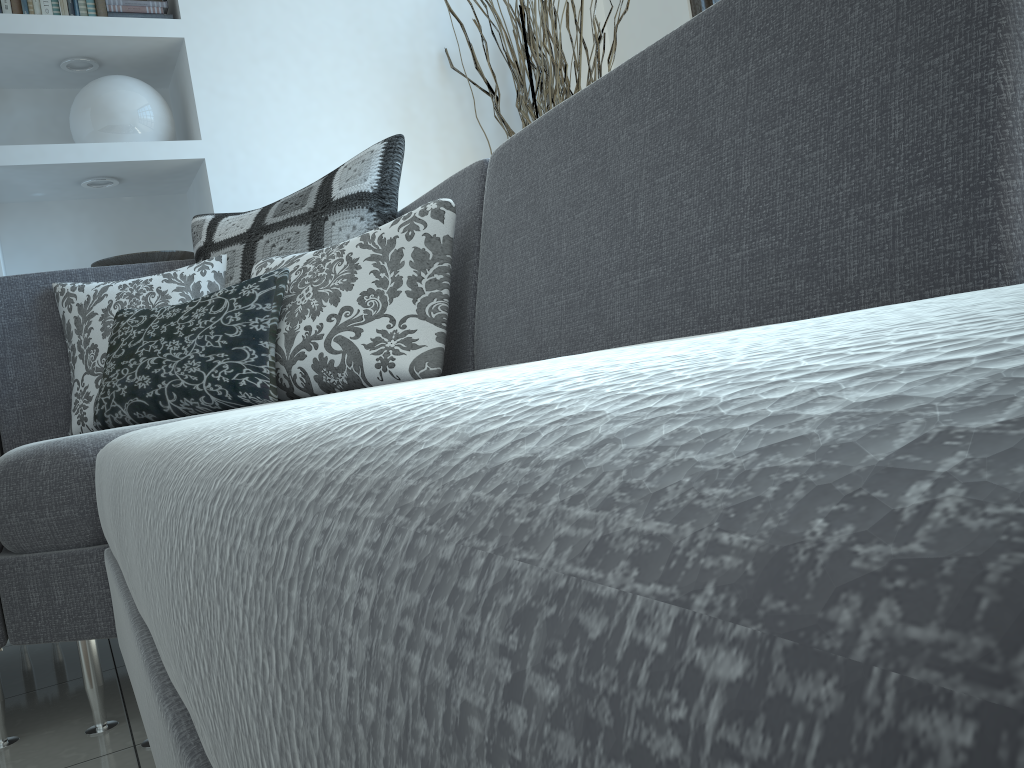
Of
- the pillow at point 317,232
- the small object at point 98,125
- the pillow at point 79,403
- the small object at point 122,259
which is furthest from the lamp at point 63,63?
the pillow at point 79,403

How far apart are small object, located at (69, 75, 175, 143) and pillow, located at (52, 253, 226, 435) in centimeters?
109cm

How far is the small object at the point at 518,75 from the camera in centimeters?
310cm

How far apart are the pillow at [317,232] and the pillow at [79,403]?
0.0 meters

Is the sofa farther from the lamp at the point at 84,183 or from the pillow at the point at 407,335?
the lamp at the point at 84,183

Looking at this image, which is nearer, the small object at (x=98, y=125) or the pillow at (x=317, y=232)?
the pillow at (x=317, y=232)

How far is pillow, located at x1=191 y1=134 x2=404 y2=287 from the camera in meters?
2.0

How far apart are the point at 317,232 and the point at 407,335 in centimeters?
53cm

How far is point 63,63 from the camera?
3.0 meters

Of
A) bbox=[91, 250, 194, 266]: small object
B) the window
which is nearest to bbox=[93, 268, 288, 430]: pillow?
bbox=[91, 250, 194, 266]: small object
